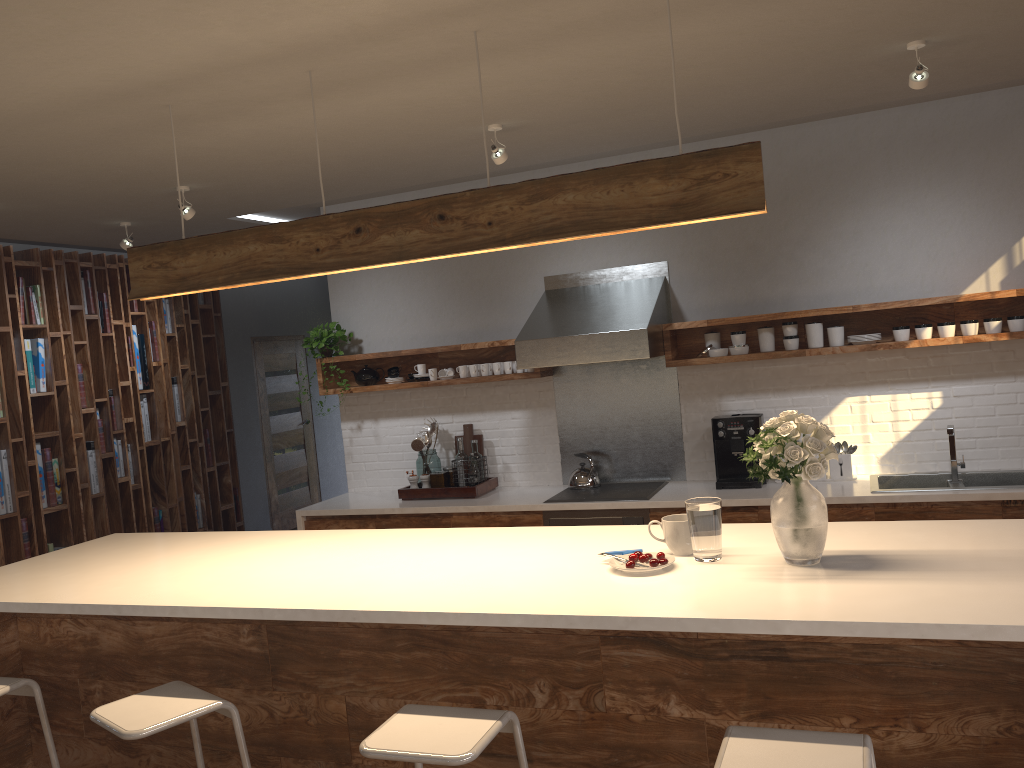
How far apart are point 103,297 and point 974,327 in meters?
6.0 m

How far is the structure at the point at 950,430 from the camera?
4.5 meters

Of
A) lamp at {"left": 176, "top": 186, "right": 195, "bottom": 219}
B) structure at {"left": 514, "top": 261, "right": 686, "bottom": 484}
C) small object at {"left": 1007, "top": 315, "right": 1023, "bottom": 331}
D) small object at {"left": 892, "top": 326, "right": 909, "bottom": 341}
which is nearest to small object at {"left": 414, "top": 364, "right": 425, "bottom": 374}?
structure at {"left": 514, "top": 261, "right": 686, "bottom": 484}

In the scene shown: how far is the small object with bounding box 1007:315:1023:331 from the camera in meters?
4.5 m

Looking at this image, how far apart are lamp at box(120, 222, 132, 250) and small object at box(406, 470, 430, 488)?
2.39m

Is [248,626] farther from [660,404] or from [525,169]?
[525,169]

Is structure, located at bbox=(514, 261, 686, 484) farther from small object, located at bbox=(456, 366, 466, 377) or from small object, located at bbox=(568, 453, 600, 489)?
small object, located at bbox=(456, 366, 466, 377)

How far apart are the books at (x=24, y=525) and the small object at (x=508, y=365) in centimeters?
347cm

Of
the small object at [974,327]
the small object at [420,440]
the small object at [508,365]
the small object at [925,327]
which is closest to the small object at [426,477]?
the small object at [420,440]

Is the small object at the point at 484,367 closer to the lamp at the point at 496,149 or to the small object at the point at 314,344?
the small object at the point at 314,344
